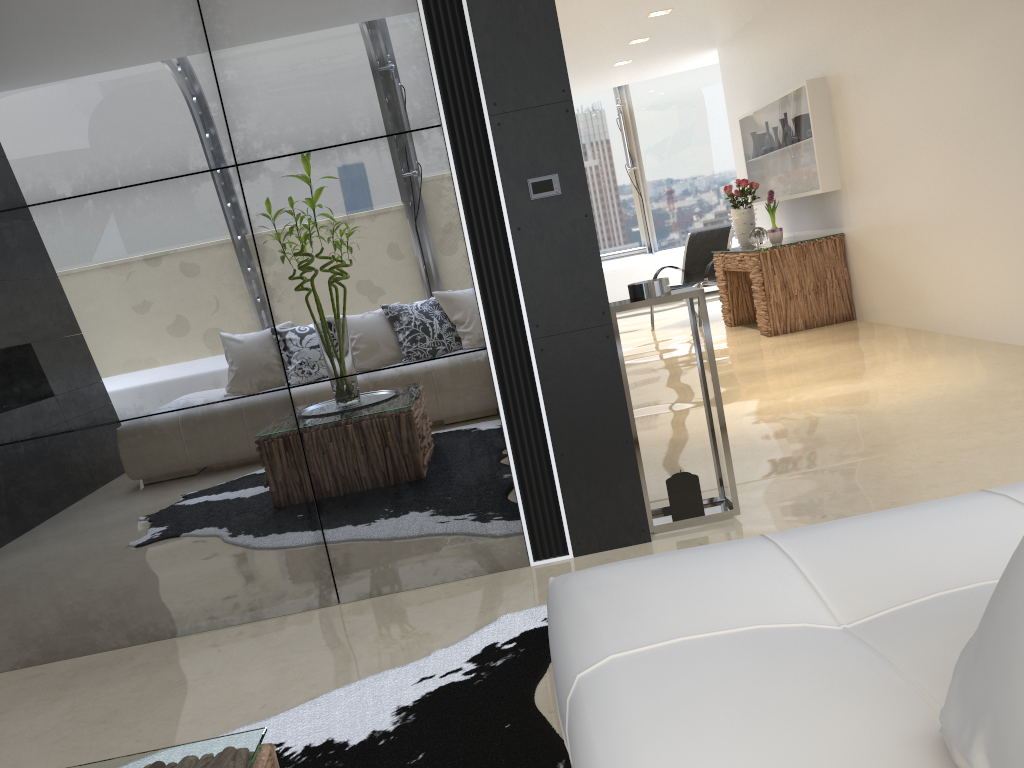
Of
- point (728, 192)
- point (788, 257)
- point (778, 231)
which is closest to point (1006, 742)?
point (788, 257)

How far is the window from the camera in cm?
1215

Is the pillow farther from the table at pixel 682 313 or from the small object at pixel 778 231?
the small object at pixel 778 231

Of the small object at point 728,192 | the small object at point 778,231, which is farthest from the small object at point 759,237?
the small object at point 728,192

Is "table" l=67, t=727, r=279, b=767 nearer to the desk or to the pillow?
the pillow

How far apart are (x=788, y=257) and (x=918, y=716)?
6.8 meters

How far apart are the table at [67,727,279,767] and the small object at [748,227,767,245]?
7.22m

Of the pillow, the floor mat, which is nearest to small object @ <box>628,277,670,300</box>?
the floor mat

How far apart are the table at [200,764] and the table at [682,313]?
2.0m

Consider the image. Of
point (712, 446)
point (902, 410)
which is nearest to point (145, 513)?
point (712, 446)
